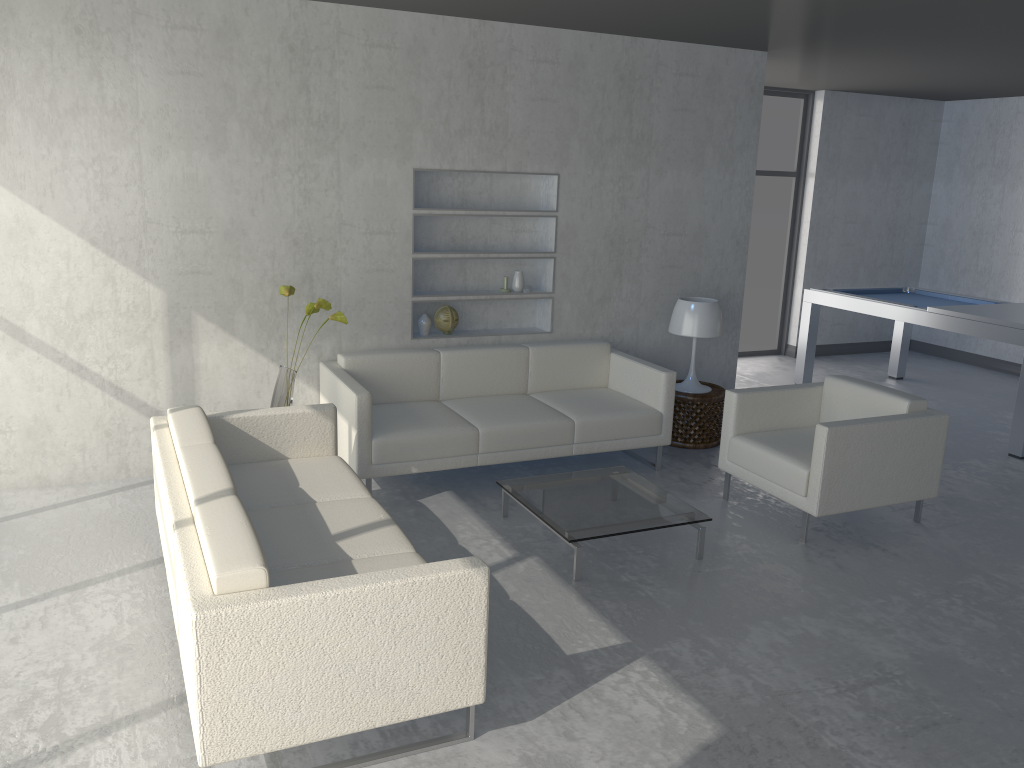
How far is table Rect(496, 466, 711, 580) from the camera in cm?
386

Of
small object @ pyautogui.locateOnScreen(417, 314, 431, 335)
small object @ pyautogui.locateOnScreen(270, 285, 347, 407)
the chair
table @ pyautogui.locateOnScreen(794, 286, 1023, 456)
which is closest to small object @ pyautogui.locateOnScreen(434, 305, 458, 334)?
small object @ pyautogui.locateOnScreen(417, 314, 431, 335)

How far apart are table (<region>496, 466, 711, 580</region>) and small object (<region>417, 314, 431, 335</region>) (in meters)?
1.39

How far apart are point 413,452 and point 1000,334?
3.9m

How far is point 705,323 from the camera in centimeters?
551cm

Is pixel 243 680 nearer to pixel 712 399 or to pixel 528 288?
pixel 528 288

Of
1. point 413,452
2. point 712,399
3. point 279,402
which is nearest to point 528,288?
point 712,399

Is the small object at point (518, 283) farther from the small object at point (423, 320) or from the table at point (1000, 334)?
the table at point (1000, 334)

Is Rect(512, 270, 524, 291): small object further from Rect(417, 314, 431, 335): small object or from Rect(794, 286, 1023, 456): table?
Rect(794, 286, 1023, 456): table

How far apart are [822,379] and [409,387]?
4.3m
